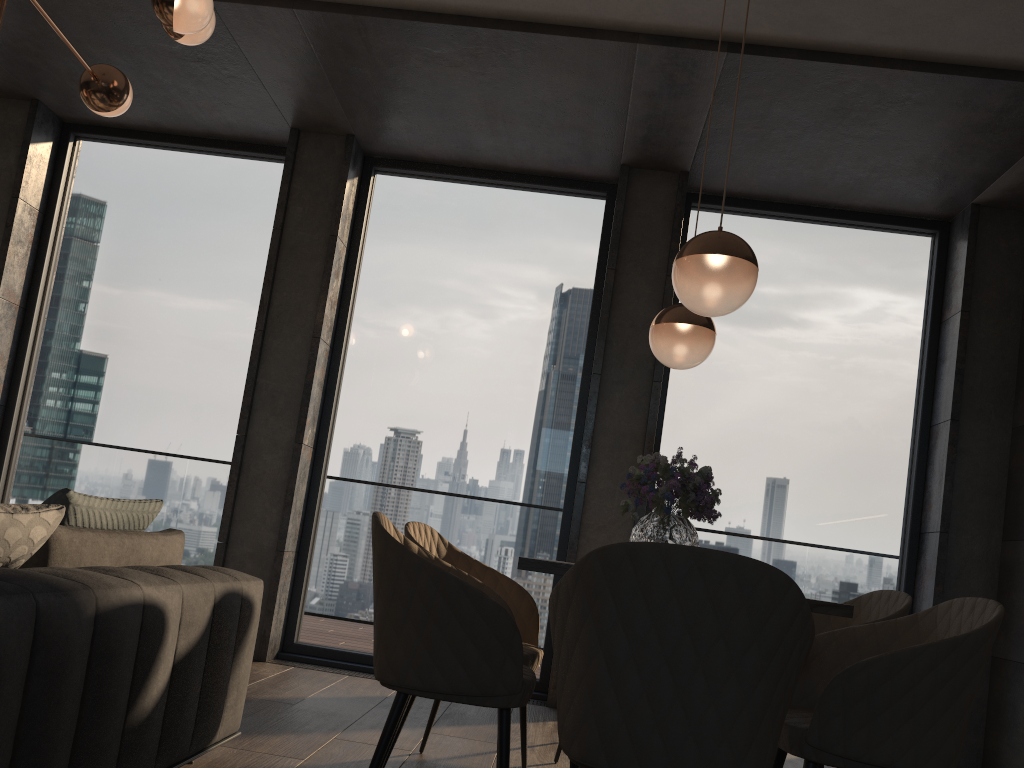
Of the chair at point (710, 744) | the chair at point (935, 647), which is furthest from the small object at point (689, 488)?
the chair at point (710, 744)

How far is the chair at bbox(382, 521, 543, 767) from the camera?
3.0m

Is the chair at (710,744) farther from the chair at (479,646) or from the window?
the window

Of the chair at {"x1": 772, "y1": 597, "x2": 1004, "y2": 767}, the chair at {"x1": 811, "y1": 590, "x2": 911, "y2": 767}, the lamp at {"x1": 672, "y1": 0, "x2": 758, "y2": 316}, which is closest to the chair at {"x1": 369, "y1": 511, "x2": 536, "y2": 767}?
the chair at {"x1": 772, "y1": 597, "x2": 1004, "y2": 767}

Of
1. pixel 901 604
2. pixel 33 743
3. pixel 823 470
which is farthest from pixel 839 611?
pixel 823 470

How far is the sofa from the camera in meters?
1.6 m

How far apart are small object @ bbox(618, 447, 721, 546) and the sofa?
1.18m

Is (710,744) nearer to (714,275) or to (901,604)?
(714,275)

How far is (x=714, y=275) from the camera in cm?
242

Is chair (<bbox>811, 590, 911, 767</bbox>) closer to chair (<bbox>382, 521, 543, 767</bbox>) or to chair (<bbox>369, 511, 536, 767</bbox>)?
chair (<bbox>382, 521, 543, 767</bbox>)
